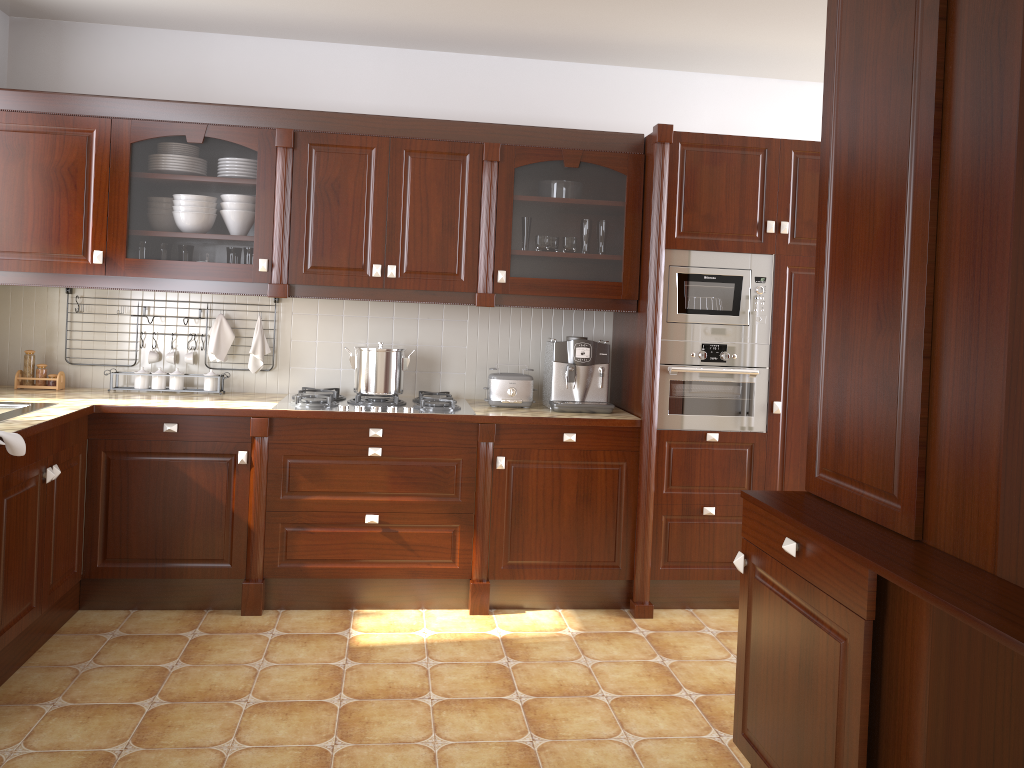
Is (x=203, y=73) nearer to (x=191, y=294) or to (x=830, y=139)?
(x=191, y=294)

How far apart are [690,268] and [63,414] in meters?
2.5 m

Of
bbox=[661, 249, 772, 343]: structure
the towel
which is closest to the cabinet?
bbox=[661, 249, 772, 343]: structure

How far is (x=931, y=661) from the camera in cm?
166

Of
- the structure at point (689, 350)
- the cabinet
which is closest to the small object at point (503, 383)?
the cabinet

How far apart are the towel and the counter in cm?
14

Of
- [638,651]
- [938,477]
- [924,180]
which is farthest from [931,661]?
[638,651]

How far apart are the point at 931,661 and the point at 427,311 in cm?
289

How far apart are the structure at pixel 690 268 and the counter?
0.37m

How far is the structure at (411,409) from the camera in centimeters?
362cm
